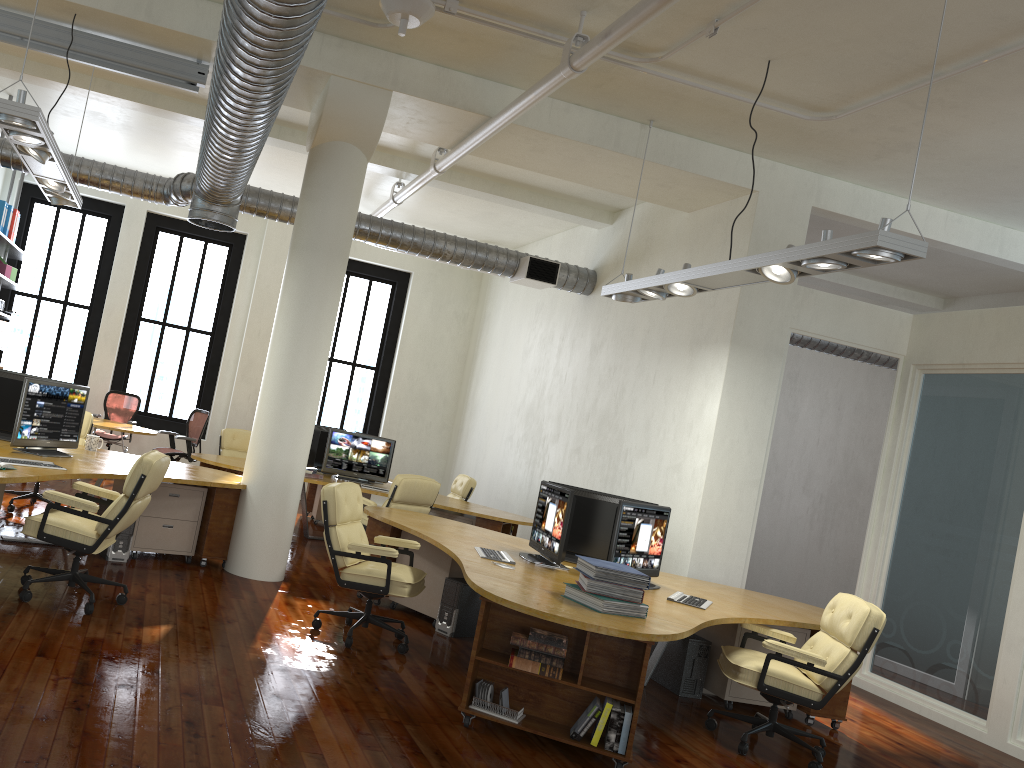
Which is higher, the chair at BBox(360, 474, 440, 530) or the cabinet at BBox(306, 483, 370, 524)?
the chair at BBox(360, 474, 440, 530)

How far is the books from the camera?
4.6 meters

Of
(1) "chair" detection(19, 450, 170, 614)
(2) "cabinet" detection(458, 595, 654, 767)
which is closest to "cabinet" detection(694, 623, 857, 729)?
(2) "cabinet" detection(458, 595, 654, 767)

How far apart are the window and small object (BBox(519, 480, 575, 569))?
8.07m

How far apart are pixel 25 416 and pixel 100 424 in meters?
4.7

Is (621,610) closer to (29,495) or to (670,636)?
(670,636)

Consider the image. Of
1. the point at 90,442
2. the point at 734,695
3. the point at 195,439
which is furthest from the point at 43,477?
the point at 195,439

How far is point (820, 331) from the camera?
7.96m

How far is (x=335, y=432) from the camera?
10.13m

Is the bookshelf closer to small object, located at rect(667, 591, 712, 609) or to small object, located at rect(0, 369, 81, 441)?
small object, located at rect(0, 369, 81, 441)
